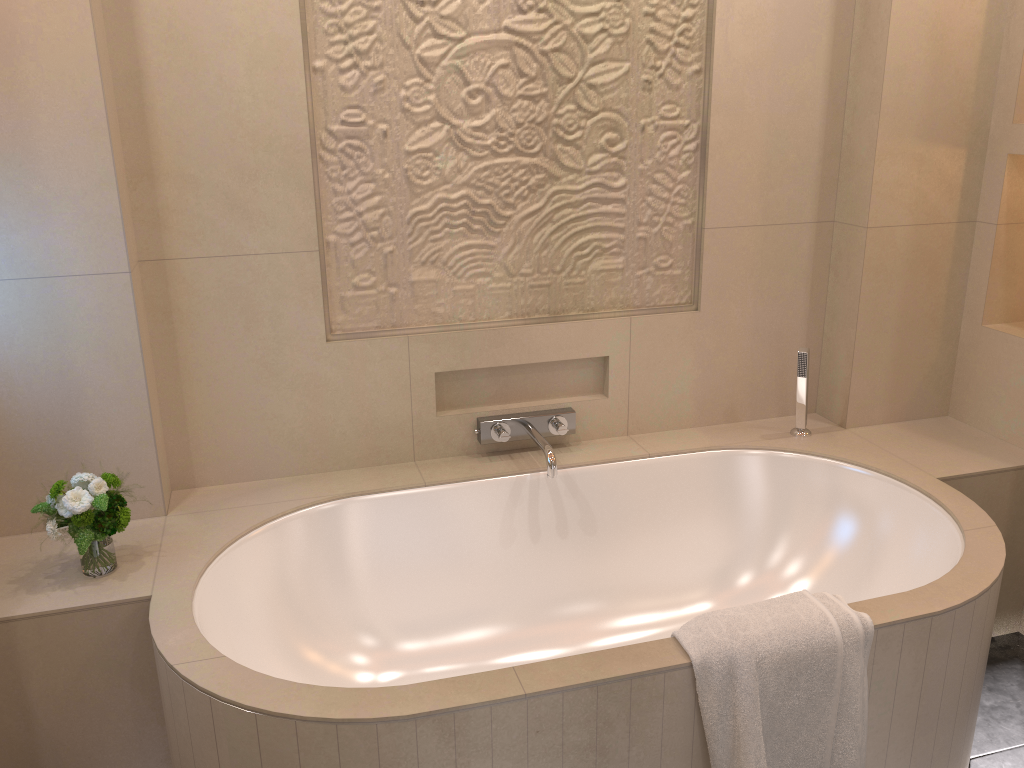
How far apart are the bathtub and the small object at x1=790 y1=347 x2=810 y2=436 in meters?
0.0 m

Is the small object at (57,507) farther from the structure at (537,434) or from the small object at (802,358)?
the small object at (802,358)

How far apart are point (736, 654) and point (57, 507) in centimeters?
136cm

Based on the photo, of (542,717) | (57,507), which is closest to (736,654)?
(542,717)

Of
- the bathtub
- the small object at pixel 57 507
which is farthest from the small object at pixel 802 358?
the small object at pixel 57 507

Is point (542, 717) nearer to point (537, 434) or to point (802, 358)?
point (537, 434)

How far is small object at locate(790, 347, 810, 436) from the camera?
2.5m

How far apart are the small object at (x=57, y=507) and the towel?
1.2 meters

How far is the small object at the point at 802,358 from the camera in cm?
248

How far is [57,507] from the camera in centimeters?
180cm
